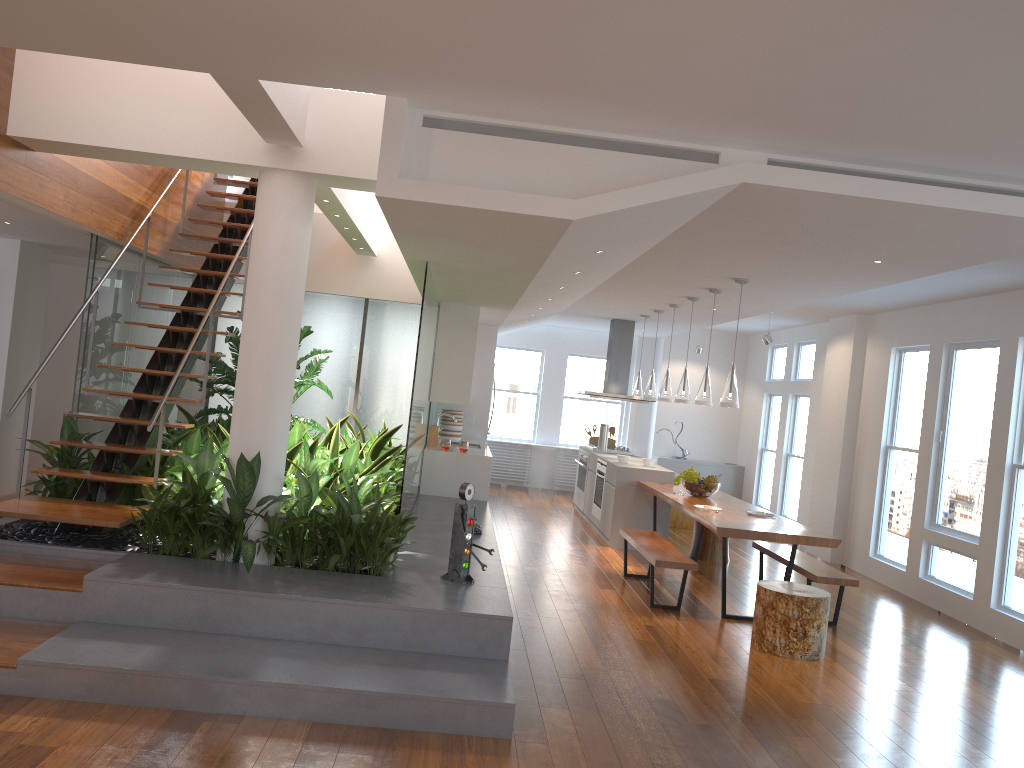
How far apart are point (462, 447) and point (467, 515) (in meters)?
3.87

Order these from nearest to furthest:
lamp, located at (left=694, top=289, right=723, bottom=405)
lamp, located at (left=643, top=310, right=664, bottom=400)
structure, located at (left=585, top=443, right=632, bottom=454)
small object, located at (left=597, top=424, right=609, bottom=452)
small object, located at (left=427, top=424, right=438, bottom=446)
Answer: lamp, located at (left=694, top=289, right=723, bottom=405), small object, located at (left=427, top=424, right=438, bottom=446), lamp, located at (left=643, top=310, right=664, bottom=400), small object, located at (left=597, top=424, right=609, bottom=452), structure, located at (left=585, top=443, right=632, bottom=454)

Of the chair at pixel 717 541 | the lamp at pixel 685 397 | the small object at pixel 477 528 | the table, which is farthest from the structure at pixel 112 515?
the chair at pixel 717 541

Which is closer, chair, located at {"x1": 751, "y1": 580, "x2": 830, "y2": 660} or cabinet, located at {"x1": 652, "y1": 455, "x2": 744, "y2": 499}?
chair, located at {"x1": 751, "y1": 580, "x2": 830, "y2": 660}

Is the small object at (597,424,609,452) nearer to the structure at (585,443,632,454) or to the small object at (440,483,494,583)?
the structure at (585,443,632,454)

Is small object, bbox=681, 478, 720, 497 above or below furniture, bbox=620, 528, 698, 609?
above

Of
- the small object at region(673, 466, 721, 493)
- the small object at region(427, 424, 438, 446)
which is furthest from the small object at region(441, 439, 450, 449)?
the small object at region(673, 466, 721, 493)

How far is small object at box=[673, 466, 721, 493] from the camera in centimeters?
798cm

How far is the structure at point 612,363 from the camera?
11.3m

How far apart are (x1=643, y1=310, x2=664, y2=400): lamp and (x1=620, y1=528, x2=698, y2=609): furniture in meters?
2.3 m
